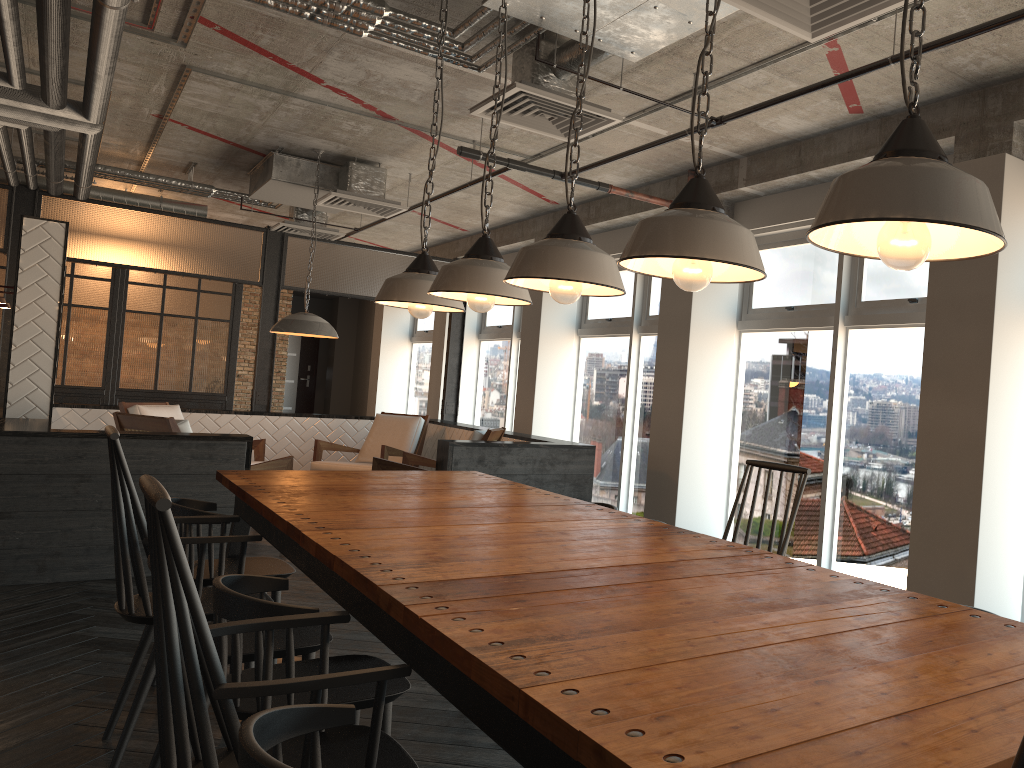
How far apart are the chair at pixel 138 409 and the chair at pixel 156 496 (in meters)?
6.44

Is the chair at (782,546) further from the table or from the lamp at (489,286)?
the lamp at (489,286)

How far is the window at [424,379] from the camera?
13.7 meters

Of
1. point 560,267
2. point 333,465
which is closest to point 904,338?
point 560,267

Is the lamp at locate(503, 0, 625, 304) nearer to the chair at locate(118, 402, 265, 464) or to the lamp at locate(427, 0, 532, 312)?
the lamp at locate(427, 0, 532, 312)

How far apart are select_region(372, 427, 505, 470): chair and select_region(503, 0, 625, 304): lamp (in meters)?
4.19

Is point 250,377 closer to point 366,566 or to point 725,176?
point 725,176

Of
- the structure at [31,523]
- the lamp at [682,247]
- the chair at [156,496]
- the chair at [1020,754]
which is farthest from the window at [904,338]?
the chair at [1020,754]

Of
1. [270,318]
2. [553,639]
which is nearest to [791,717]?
[553,639]

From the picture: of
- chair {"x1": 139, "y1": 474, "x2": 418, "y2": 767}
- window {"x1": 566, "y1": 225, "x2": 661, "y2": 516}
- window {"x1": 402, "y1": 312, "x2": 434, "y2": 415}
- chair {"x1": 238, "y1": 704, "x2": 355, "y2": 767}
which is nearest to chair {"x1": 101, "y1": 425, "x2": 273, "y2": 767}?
chair {"x1": 139, "y1": 474, "x2": 418, "y2": 767}
